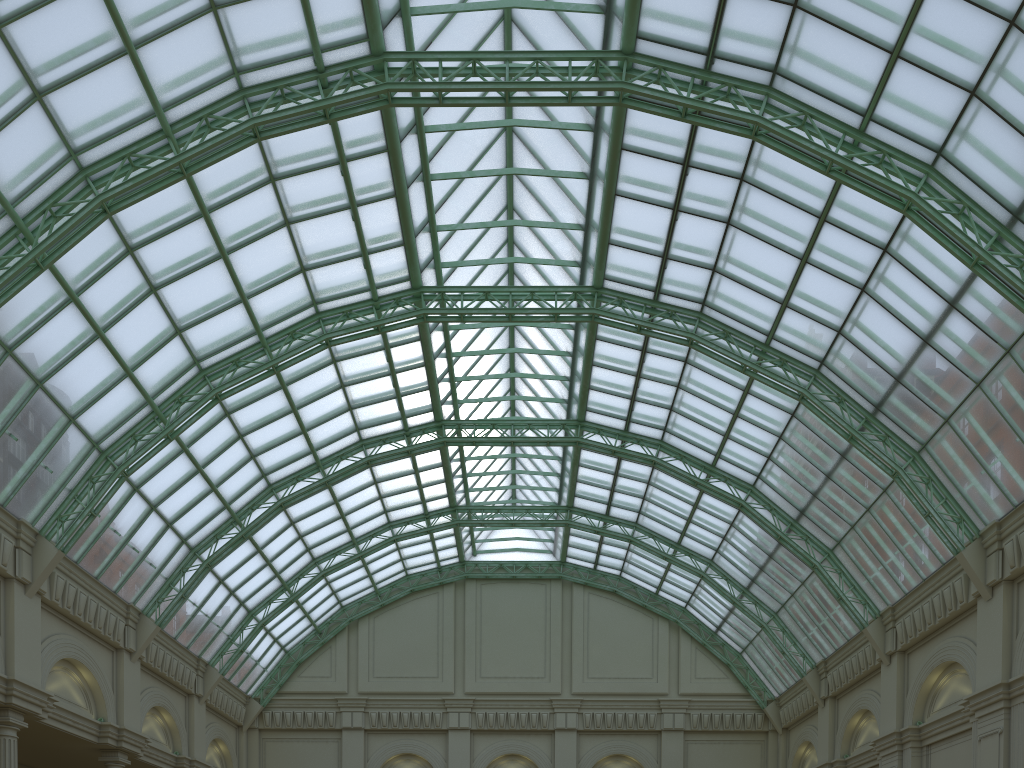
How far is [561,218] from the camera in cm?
3856
